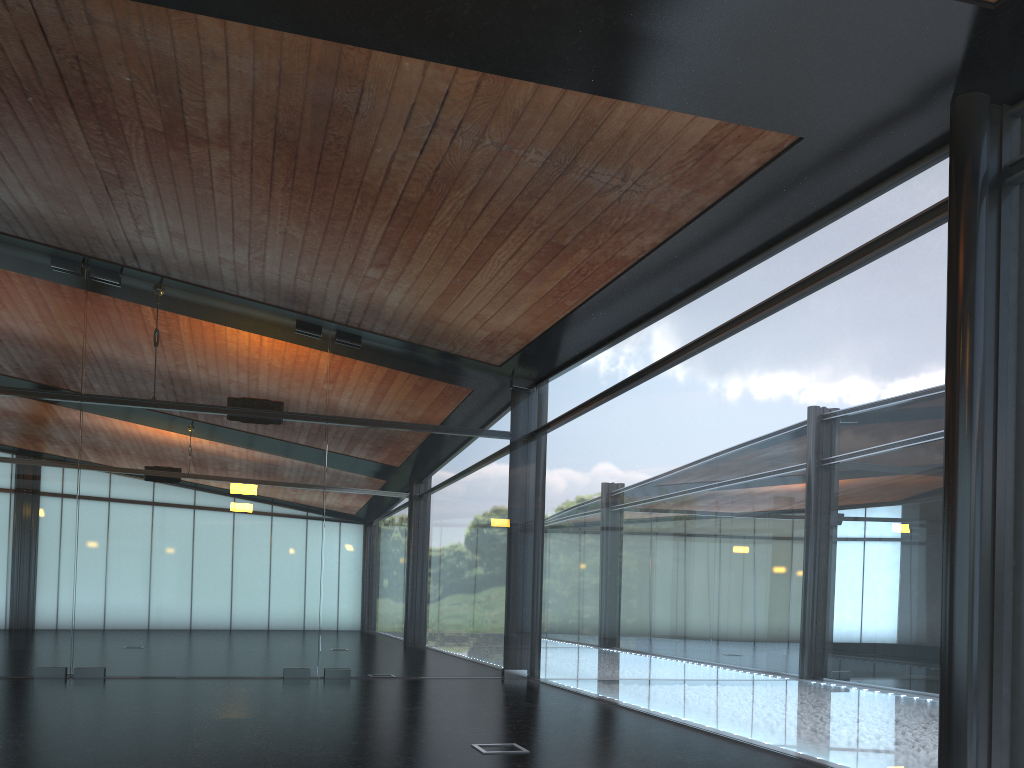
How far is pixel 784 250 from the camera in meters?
8.1 m

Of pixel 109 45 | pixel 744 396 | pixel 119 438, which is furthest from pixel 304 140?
pixel 119 438
